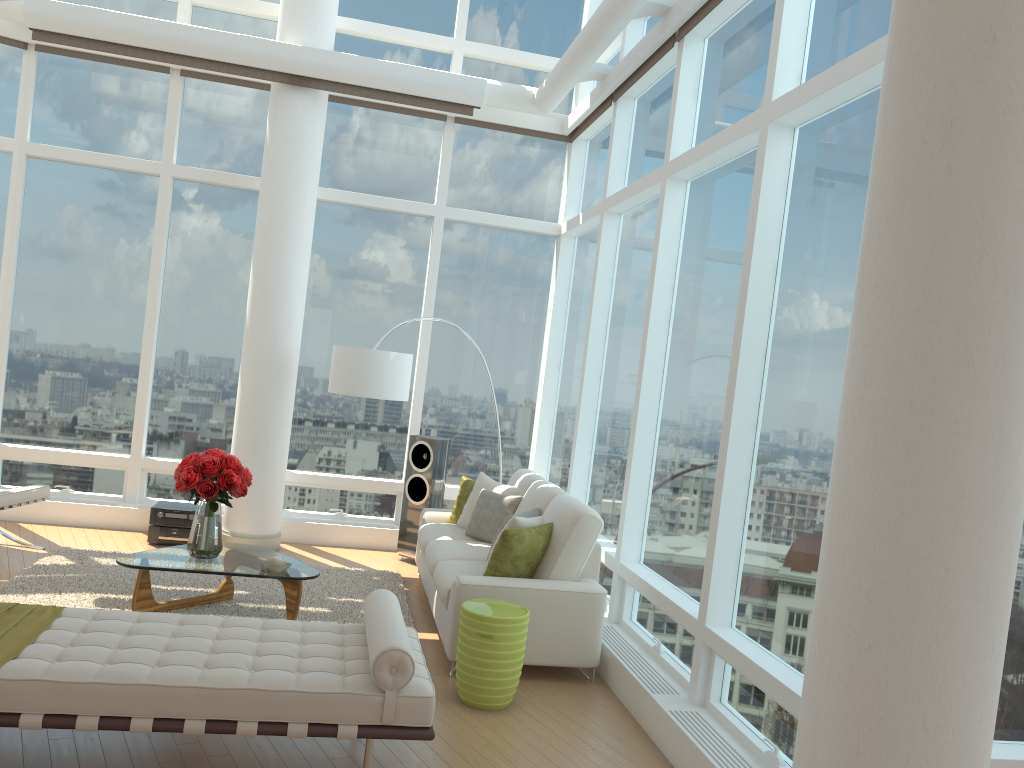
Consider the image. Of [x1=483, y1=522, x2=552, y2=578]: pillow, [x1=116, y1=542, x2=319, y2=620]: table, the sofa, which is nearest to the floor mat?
[x1=116, y1=542, x2=319, y2=620]: table

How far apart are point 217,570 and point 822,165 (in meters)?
4.19

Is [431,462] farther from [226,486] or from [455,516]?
[226,486]

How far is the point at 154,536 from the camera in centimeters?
764cm

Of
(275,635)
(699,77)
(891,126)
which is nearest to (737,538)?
(275,635)

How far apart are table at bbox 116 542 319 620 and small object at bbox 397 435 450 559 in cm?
208

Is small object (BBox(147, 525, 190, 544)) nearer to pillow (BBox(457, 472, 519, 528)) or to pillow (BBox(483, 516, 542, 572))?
pillow (BBox(457, 472, 519, 528))

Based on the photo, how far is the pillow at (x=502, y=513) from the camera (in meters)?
6.76

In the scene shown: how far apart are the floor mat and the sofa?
0.20m

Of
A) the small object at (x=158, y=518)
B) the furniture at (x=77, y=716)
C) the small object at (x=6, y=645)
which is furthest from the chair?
the furniture at (x=77, y=716)
